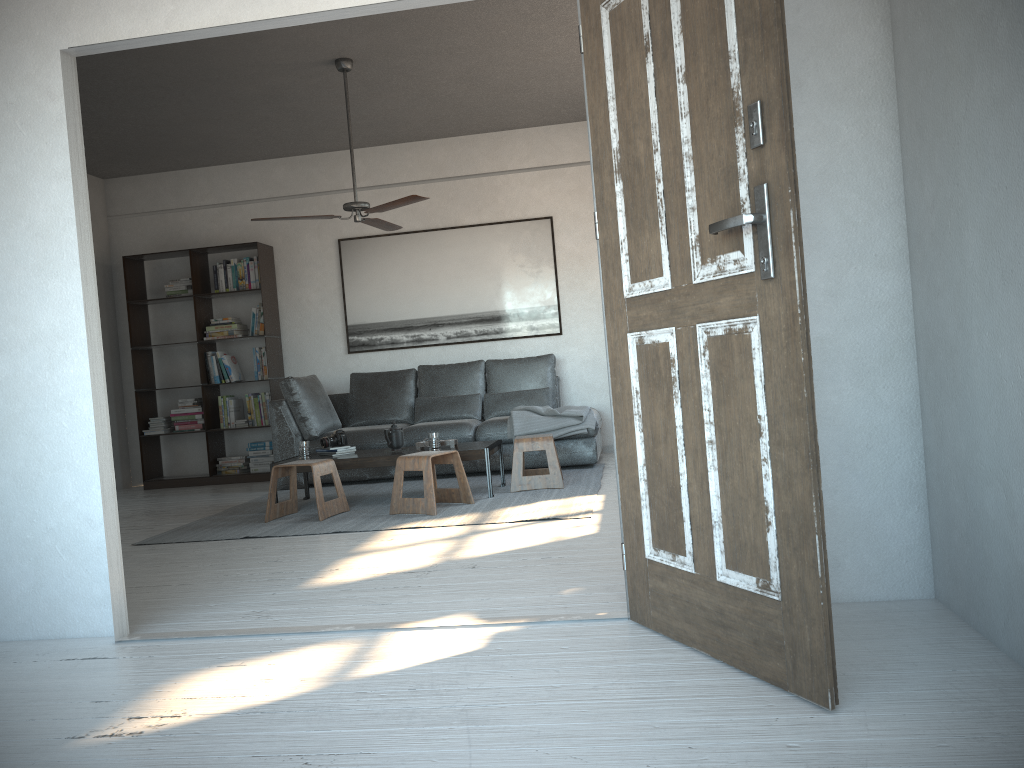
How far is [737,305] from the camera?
2.1m

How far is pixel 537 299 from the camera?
7.8 meters

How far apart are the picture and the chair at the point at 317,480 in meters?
2.6 m

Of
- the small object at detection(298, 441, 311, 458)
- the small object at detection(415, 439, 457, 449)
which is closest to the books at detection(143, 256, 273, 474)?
the small object at detection(298, 441, 311, 458)

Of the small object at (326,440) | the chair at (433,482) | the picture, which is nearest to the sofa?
the picture

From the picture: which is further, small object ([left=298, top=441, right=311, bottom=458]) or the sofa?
the sofa

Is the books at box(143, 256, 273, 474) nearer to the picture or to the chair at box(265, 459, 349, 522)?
the picture

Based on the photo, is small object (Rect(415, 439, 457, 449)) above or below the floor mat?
above

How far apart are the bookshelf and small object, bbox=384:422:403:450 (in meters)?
2.29

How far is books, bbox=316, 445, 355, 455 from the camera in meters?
6.0 m
